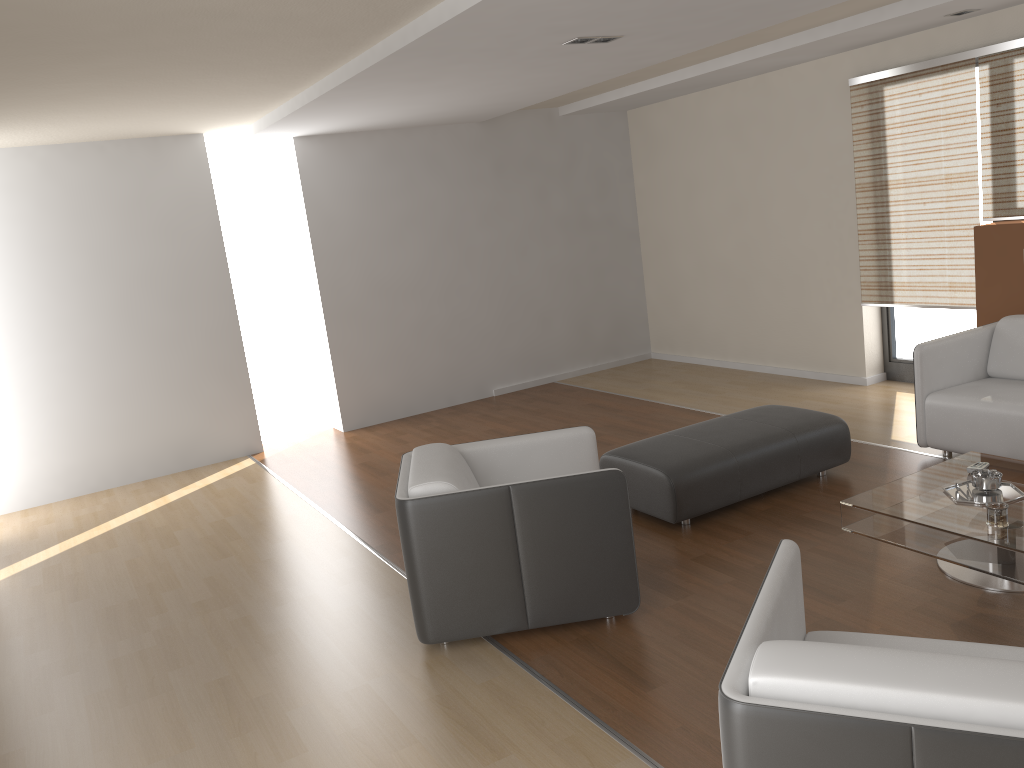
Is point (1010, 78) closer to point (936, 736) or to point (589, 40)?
point (589, 40)

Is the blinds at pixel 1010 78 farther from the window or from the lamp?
the lamp

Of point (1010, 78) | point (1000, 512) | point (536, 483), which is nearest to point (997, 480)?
point (1000, 512)

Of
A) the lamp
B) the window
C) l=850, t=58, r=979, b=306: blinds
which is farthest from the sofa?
the lamp

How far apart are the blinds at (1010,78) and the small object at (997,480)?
2.7m

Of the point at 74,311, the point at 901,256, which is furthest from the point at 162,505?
the point at 901,256

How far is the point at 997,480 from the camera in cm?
366

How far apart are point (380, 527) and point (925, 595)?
2.9 meters

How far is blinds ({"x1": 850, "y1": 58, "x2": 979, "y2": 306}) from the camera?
5.88m

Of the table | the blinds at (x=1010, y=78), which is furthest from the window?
the table
